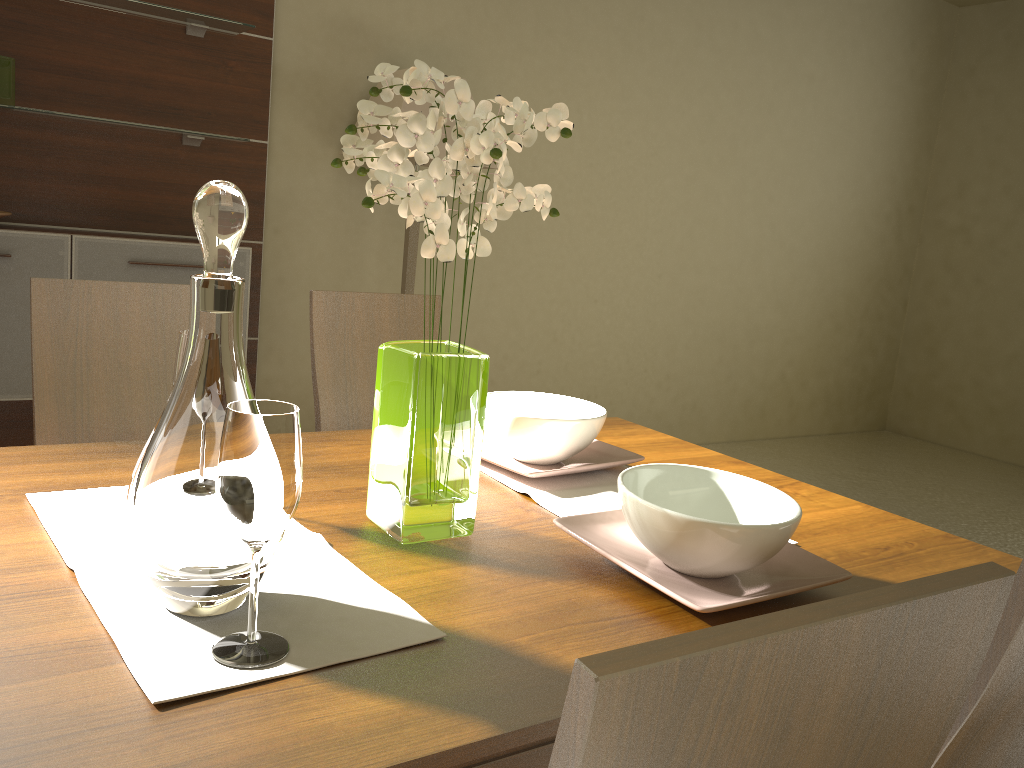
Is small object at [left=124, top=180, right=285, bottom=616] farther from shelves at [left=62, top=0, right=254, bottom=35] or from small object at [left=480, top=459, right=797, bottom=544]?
shelves at [left=62, top=0, right=254, bottom=35]

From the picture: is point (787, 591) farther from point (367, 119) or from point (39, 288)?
point (39, 288)

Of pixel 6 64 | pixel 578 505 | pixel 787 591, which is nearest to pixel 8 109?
pixel 6 64

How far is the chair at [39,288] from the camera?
1.74m

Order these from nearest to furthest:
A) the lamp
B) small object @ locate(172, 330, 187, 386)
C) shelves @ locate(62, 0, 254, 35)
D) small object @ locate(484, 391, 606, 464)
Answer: small object @ locate(172, 330, 187, 386)
small object @ locate(484, 391, 606, 464)
shelves @ locate(62, 0, 254, 35)
the lamp

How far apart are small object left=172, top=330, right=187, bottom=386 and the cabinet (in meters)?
2.07

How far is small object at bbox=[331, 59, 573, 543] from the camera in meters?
1.0

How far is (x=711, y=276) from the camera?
5.27m

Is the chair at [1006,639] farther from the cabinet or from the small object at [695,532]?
the cabinet

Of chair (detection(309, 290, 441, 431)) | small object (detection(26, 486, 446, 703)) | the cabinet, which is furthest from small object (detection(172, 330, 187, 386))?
the cabinet
